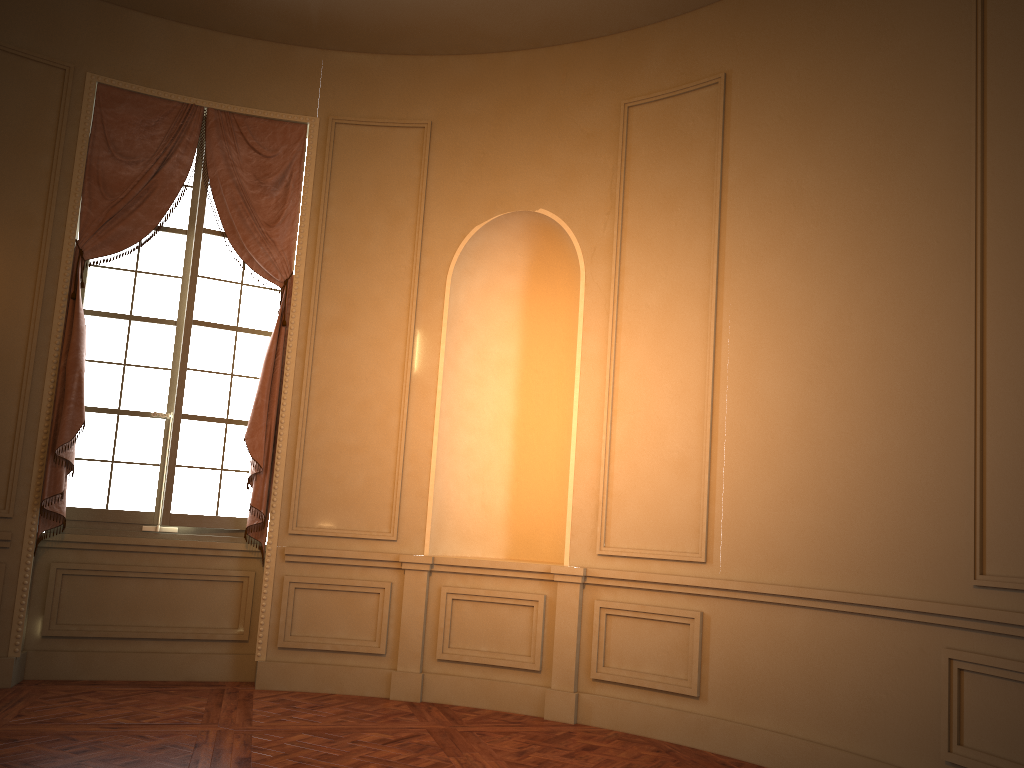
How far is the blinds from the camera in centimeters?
533cm

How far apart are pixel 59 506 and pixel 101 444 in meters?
0.5 m

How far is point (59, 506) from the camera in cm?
533

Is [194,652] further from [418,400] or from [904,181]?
[904,181]

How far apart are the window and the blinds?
0.1 meters

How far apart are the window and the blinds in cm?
10

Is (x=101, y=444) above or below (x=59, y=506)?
above

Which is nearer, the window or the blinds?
the blinds
